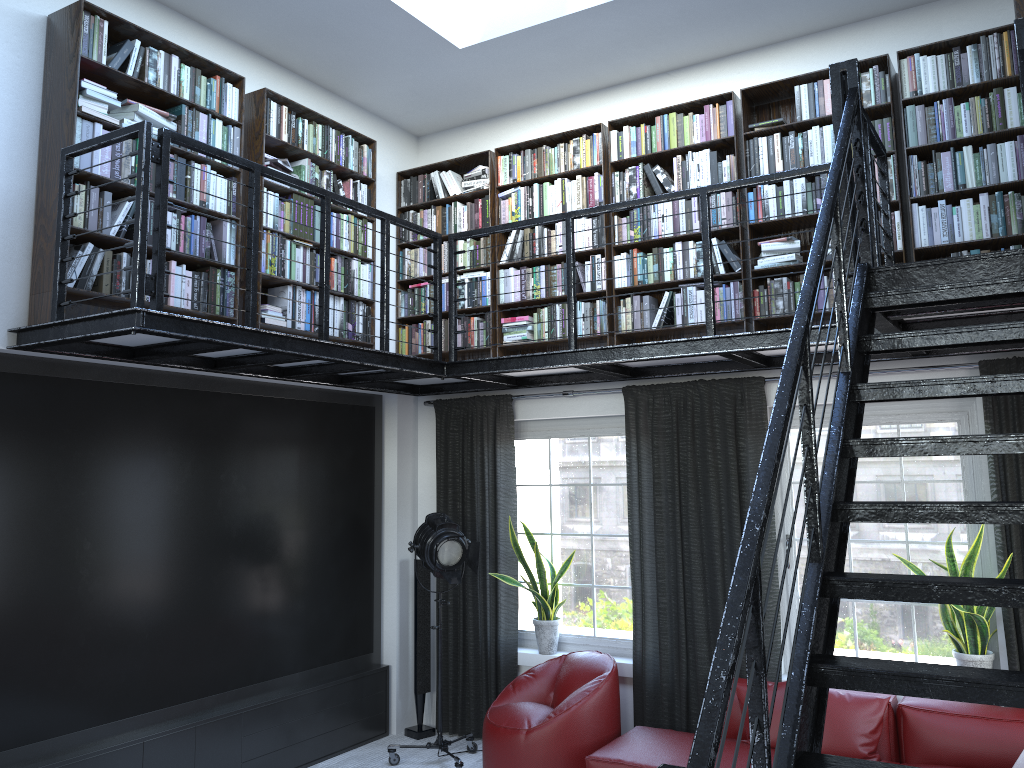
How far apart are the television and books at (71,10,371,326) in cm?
52

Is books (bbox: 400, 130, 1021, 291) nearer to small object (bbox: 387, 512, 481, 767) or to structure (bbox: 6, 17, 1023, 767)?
structure (bbox: 6, 17, 1023, 767)

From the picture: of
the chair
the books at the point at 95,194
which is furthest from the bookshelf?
the chair

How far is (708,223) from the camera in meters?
4.8

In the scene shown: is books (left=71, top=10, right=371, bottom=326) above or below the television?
above

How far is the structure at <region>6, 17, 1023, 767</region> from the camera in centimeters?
189cm

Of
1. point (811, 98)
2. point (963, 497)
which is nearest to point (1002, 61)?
point (811, 98)

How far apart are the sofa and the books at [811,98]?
2.8m

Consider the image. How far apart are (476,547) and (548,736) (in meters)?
1.22

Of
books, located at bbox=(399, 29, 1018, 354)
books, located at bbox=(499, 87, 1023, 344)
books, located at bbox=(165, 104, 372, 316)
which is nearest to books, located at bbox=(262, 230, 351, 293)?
books, located at bbox=(165, 104, 372, 316)
